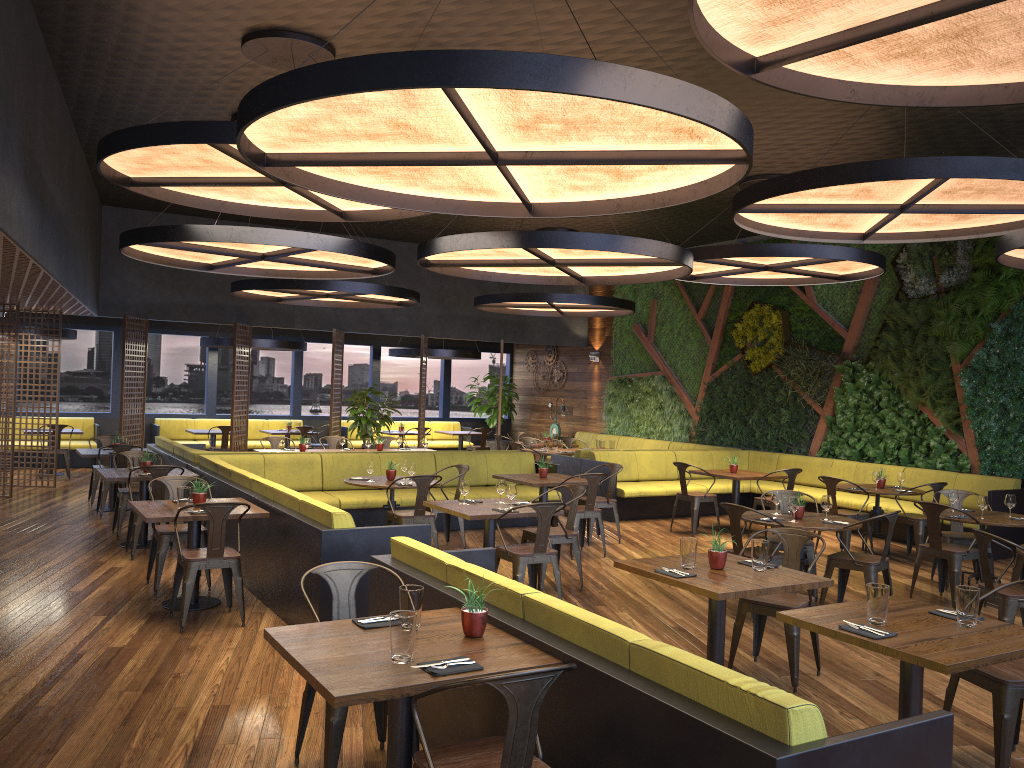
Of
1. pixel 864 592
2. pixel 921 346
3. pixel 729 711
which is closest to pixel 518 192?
pixel 729 711

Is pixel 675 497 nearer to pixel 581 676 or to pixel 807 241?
pixel 807 241

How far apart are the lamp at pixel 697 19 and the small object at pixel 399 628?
2.62m

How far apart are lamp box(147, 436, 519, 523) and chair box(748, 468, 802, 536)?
6.76m

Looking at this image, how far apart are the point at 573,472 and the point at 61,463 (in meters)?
9.82

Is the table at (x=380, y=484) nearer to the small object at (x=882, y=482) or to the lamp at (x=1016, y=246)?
the small object at (x=882, y=482)

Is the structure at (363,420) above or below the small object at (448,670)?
above

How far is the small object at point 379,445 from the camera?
13.21m

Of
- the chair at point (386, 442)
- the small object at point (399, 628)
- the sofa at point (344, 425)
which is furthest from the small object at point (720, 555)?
the sofa at point (344, 425)

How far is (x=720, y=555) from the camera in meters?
→ 5.2
